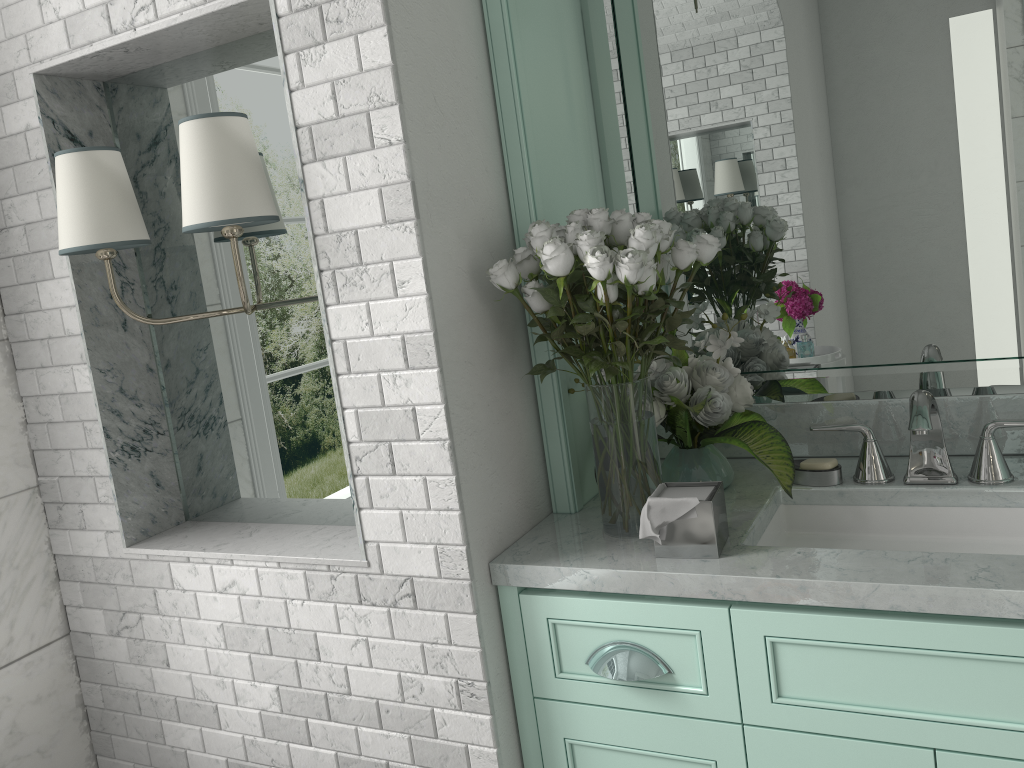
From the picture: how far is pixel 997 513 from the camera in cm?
174

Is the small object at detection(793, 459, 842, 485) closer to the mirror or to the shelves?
the mirror

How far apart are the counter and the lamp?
0.7m

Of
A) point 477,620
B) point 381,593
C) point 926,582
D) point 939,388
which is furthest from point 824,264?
point 381,593

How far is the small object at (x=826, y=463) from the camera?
1.88m

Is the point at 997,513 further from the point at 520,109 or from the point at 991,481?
the point at 520,109

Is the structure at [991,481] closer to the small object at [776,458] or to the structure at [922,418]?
the structure at [922,418]

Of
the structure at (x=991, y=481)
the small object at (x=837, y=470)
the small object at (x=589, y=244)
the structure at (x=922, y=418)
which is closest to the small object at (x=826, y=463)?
the small object at (x=837, y=470)

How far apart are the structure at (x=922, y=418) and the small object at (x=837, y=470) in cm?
13

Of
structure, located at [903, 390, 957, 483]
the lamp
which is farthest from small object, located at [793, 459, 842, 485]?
the lamp
